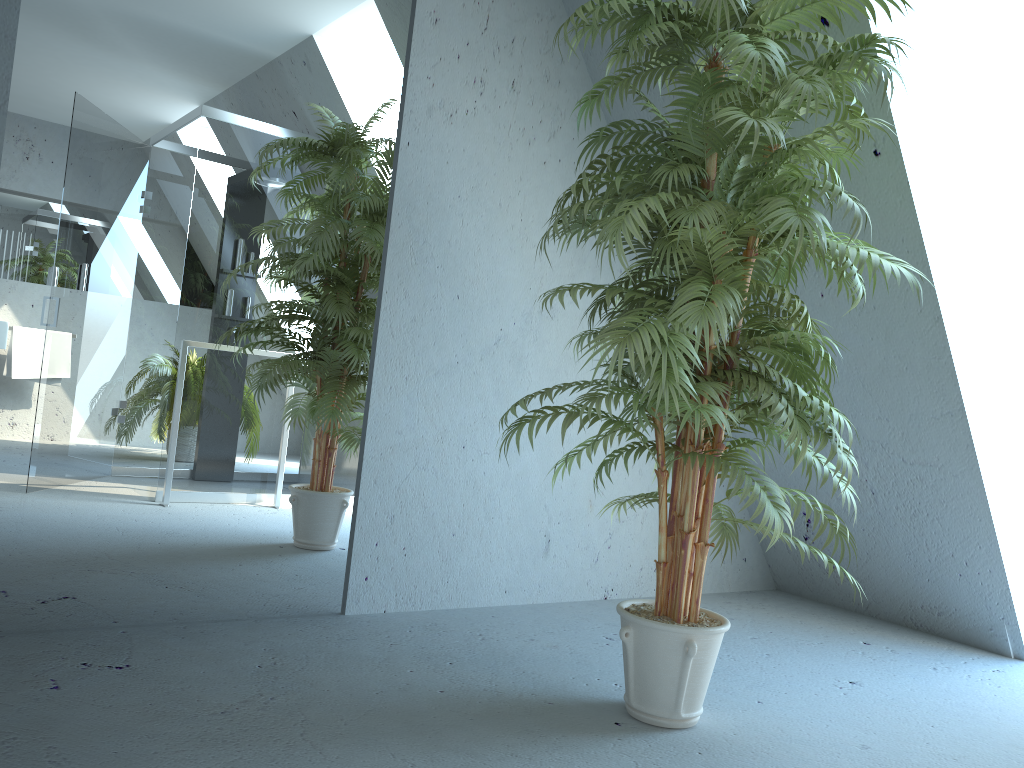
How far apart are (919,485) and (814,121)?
1.38m

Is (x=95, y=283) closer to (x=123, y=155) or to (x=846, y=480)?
(x=123, y=155)

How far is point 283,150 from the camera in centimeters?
266cm

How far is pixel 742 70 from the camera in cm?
190

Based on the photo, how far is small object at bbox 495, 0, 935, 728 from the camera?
1.90m
